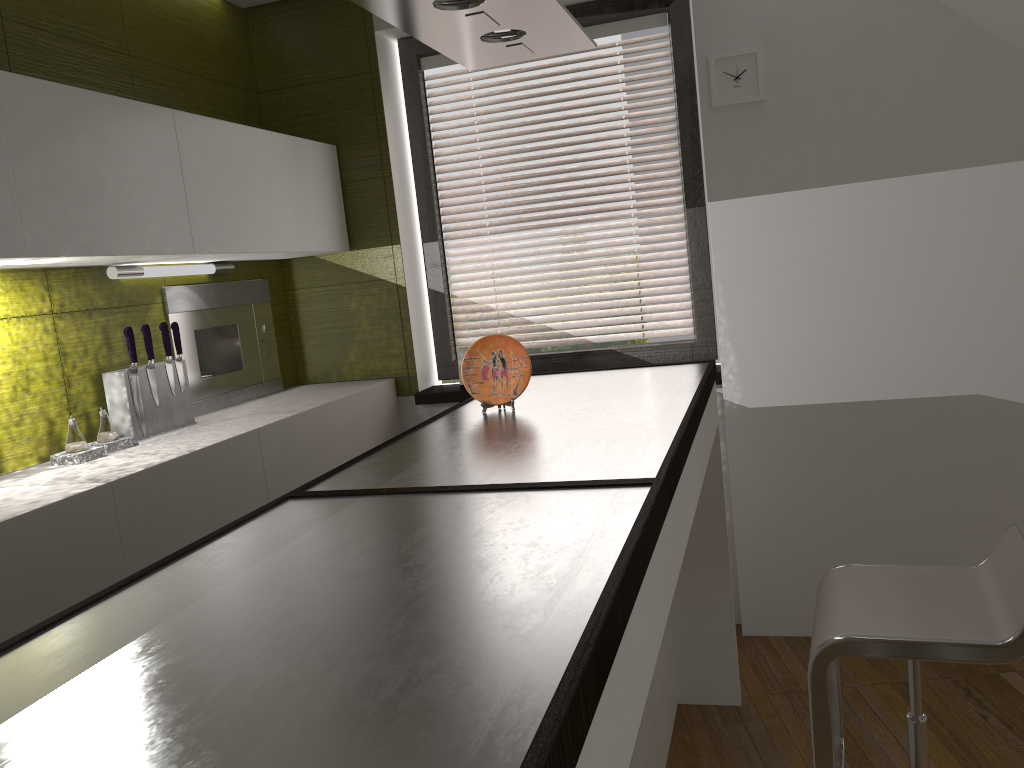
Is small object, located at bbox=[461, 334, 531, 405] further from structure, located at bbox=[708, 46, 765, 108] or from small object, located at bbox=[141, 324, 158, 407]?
structure, located at bbox=[708, 46, 765, 108]

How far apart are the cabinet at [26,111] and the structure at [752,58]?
1.5m

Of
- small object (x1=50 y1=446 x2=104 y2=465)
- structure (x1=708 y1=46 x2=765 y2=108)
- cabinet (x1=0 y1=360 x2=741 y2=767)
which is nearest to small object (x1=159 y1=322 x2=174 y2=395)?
small object (x1=50 y1=446 x2=104 y2=465)

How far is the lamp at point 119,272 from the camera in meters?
2.7

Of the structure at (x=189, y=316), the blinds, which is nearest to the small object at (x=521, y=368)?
the structure at (x=189, y=316)

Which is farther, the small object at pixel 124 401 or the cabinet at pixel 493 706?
the small object at pixel 124 401

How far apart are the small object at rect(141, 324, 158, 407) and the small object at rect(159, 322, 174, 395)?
0.1m

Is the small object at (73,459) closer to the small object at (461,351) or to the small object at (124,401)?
the small object at (124,401)

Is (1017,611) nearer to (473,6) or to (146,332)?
(473,6)

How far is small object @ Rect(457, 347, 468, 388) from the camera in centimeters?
367cm
